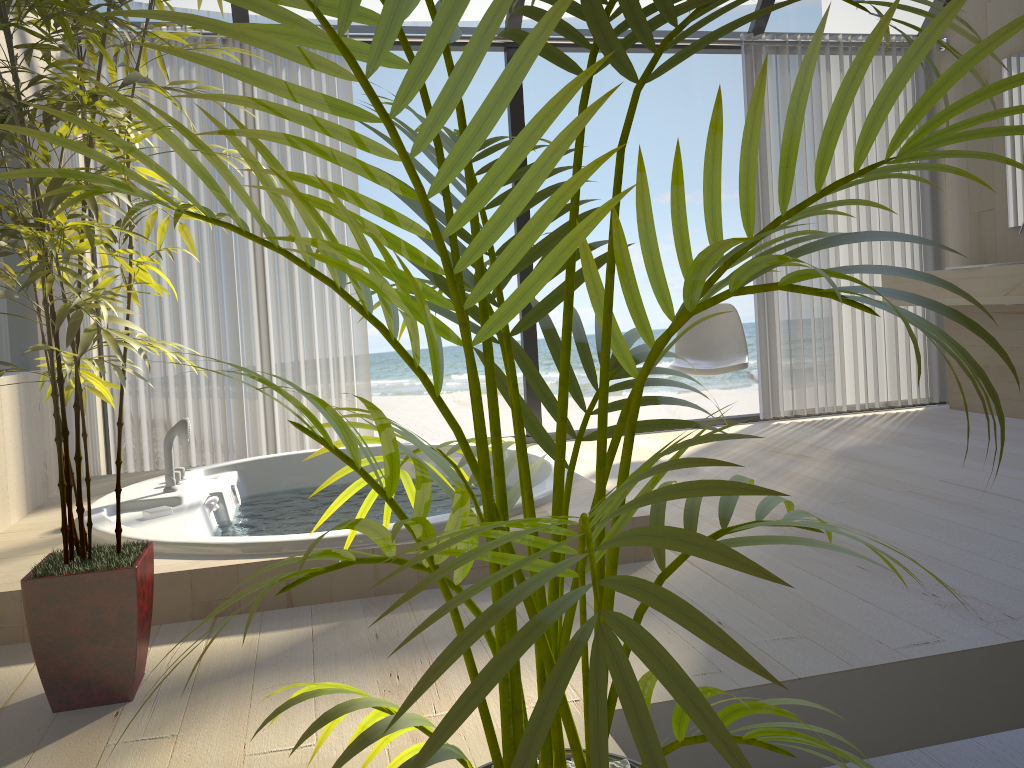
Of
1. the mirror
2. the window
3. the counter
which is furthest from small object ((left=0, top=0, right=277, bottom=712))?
the mirror

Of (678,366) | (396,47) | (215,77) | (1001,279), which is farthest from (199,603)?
(1001,279)

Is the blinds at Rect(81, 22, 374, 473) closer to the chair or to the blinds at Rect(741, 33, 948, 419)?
the chair

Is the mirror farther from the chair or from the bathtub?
the bathtub

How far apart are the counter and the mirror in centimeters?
42cm

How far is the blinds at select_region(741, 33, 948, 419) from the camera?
4.75m

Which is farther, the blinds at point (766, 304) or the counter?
the blinds at point (766, 304)

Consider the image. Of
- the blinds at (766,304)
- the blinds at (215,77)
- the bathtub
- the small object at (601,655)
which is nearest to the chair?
the blinds at (766,304)

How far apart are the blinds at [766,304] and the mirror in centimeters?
44cm

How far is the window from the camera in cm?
436
